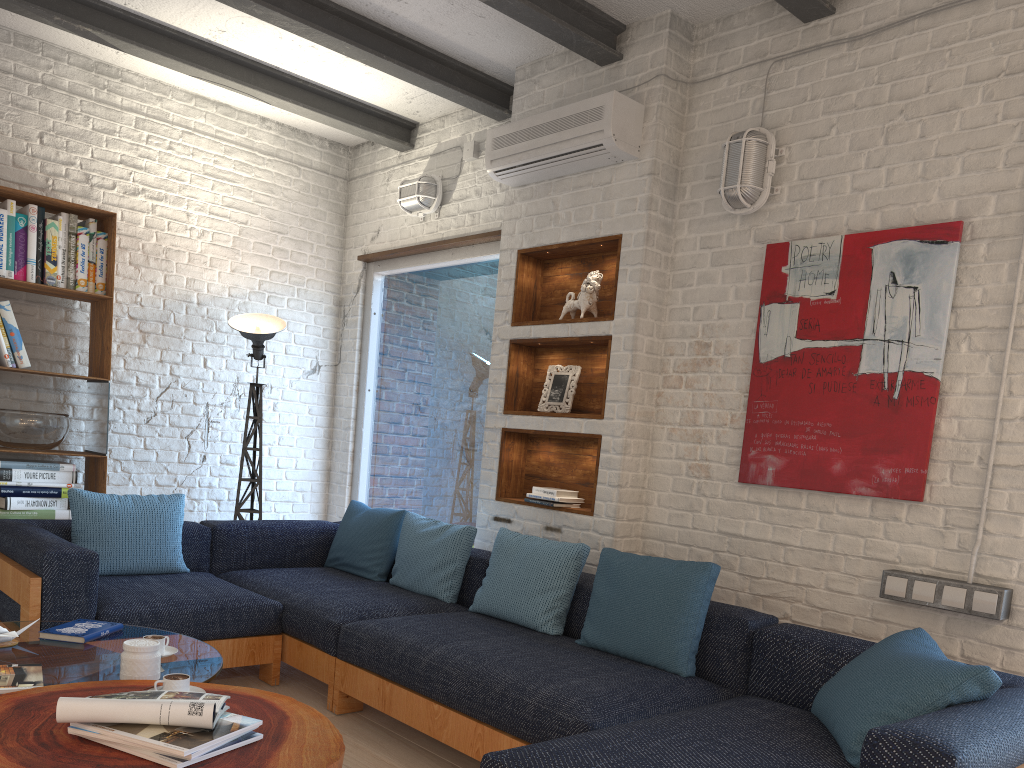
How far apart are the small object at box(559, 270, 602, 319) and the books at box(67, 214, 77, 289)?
2.61m

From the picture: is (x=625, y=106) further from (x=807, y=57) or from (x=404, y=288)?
(x=404, y=288)

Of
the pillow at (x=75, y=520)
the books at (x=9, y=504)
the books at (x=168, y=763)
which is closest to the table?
the books at (x=168, y=763)

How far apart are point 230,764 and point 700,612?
1.7m

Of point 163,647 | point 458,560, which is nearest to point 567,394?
point 458,560

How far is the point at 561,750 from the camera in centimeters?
213cm

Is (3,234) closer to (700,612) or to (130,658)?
(130,658)

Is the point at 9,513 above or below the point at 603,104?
below

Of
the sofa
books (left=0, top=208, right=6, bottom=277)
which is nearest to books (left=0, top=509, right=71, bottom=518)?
the sofa

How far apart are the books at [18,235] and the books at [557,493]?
2.8m
